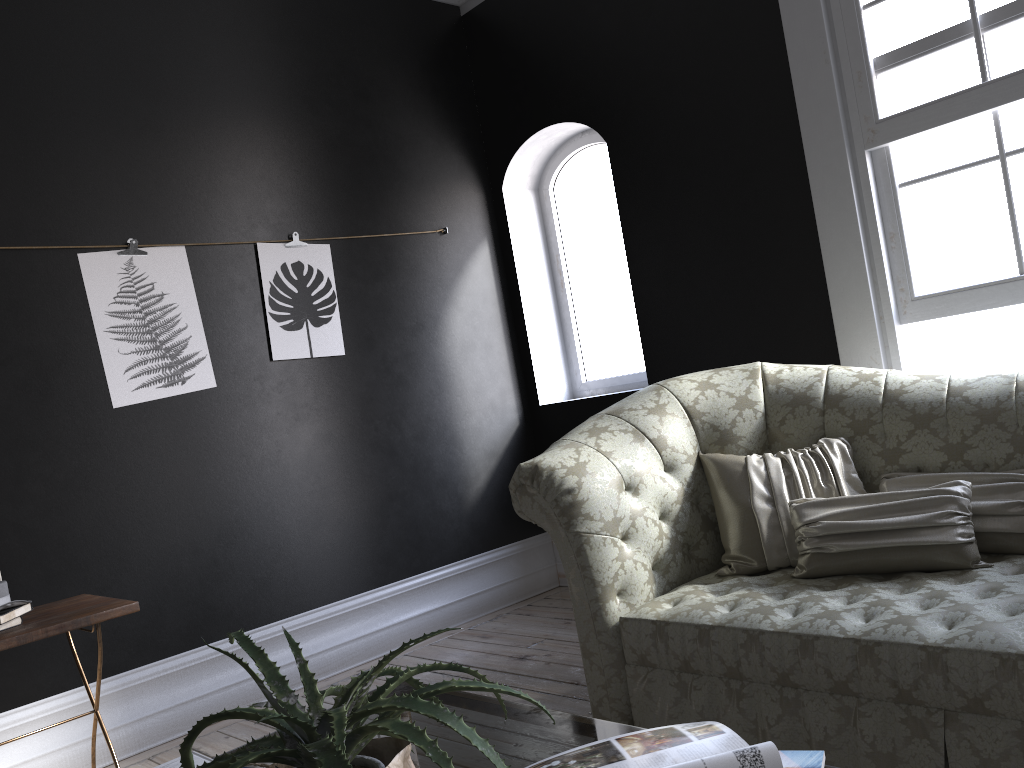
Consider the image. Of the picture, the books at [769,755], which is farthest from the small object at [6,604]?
the books at [769,755]

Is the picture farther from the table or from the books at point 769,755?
the books at point 769,755

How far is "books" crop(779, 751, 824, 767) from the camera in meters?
1.1

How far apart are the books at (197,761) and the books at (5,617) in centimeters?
149cm

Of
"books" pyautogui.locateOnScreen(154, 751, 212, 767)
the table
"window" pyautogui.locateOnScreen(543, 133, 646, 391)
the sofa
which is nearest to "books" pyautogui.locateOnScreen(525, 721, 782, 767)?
the table

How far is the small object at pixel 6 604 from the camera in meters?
2.8 m

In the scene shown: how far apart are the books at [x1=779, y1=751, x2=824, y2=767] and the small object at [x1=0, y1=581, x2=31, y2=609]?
2.5m

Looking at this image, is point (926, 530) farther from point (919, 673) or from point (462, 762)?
point (462, 762)

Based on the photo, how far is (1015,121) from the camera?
3.3m

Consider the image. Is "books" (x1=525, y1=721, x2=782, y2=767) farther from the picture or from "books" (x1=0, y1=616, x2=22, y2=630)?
the picture
